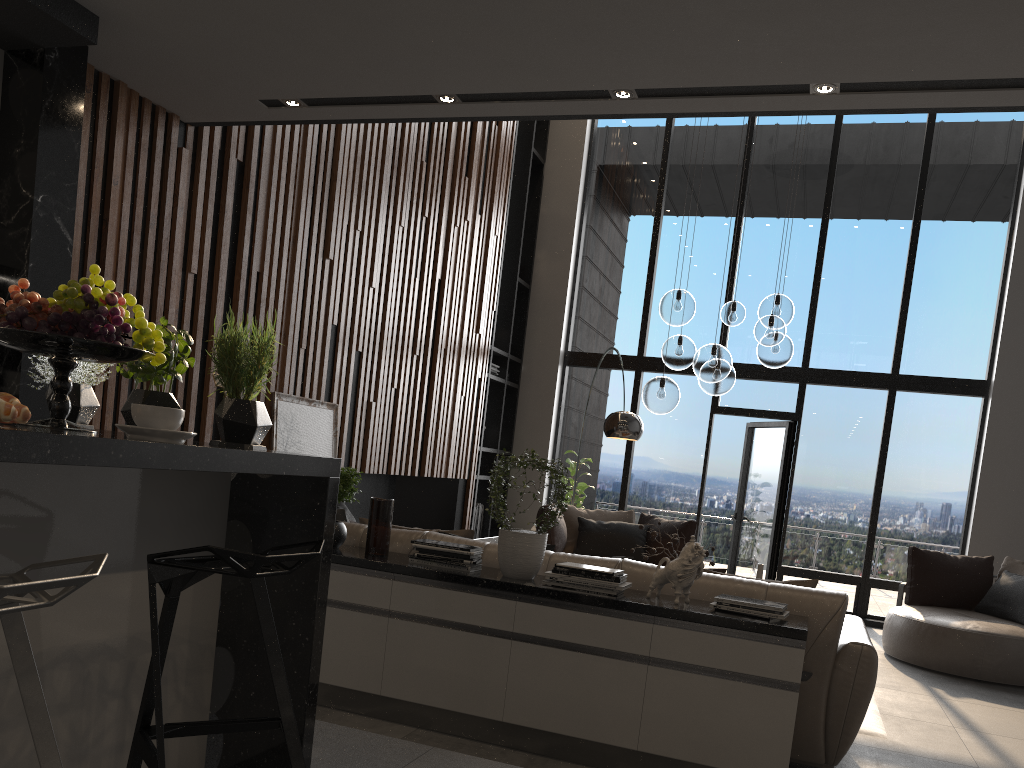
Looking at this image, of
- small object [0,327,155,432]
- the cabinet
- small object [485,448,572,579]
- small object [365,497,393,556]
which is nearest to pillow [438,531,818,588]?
the cabinet

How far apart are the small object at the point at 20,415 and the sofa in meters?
2.6 m

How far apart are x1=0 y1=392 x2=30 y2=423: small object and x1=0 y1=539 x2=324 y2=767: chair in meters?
0.4 m

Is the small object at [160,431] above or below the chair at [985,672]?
above

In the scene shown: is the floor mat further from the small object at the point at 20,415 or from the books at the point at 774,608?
the small object at the point at 20,415

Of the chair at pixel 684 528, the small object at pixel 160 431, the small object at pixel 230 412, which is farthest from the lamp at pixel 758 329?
the small object at pixel 160 431

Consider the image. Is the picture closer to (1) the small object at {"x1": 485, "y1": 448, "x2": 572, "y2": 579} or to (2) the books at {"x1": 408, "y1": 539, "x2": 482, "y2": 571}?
(2) the books at {"x1": 408, "y1": 539, "x2": 482, "y2": 571}

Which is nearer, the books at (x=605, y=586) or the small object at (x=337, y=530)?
the books at (x=605, y=586)

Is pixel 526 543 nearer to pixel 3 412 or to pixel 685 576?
pixel 685 576

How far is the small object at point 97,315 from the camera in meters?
1.8
